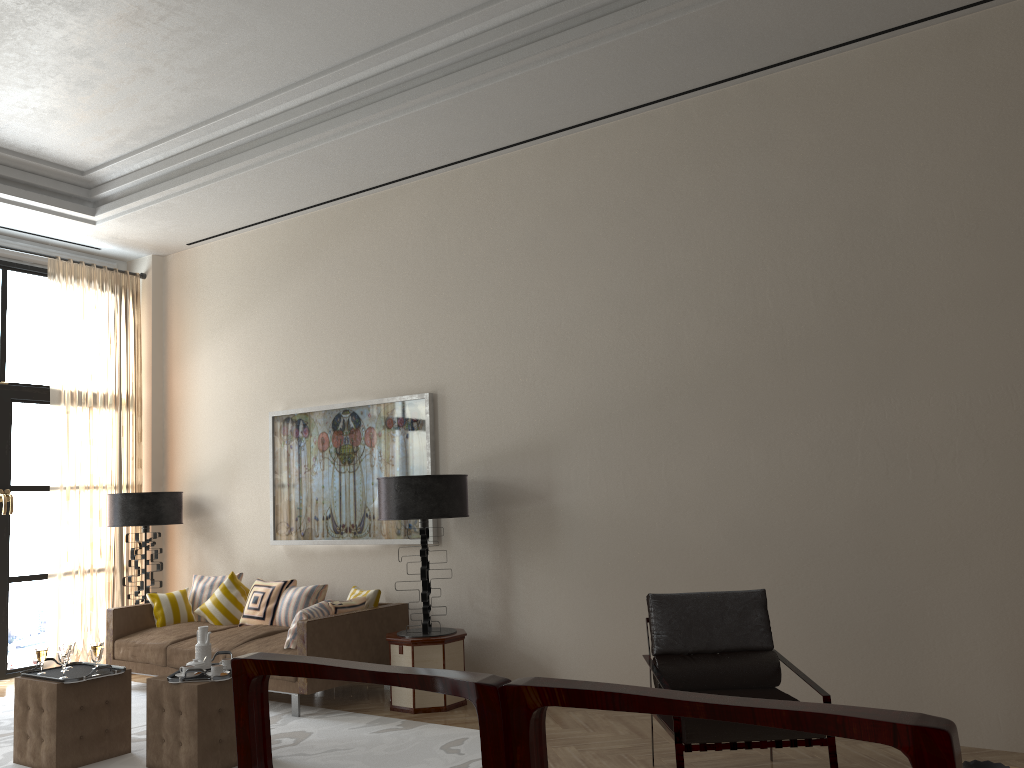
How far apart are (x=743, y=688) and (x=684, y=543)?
1.7 meters

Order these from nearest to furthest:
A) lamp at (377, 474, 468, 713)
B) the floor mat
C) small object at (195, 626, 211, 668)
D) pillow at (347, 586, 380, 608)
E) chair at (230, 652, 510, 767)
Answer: chair at (230, 652, 510, 767) < the floor mat < small object at (195, 626, 211, 668) < lamp at (377, 474, 468, 713) < pillow at (347, 586, 380, 608)

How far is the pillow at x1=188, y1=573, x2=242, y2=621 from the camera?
9.7m

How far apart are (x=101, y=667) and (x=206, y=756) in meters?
1.1

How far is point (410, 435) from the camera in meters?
8.8 m

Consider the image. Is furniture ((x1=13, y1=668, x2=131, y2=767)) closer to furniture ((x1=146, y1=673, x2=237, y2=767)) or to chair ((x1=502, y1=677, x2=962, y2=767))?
furniture ((x1=146, y1=673, x2=237, y2=767))

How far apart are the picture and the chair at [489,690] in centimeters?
685cm

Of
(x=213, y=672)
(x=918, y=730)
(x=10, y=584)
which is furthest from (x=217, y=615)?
(x=918, y=730)

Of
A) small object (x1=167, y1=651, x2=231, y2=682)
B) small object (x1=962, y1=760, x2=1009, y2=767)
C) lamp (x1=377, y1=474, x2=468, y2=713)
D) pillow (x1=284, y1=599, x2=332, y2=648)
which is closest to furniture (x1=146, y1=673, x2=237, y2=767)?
small object (x1=167, y1=651, x2=231, y2=682)

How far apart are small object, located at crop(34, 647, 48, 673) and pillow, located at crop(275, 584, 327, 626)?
2.60m
